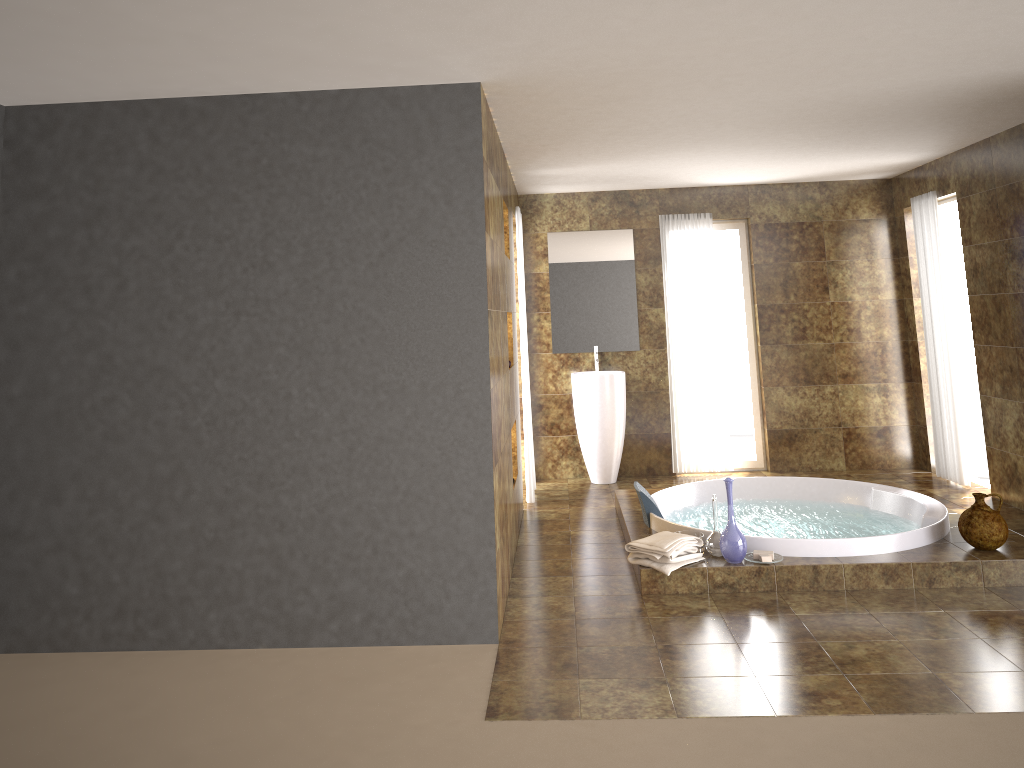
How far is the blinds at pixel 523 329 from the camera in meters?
6.7 m

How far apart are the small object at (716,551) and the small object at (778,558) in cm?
17

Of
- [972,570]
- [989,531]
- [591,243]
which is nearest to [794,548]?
[972,570]

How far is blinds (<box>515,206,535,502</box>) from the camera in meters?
6.7 m

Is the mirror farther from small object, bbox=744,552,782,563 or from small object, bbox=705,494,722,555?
small object, bbox=744,552,782,563

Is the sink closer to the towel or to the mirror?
the mirror

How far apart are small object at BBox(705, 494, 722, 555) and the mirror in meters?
3.1

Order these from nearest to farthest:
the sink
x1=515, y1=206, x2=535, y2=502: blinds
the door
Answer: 1. x1=515, y1=206, x2=535, y2=502: blinds
2. the door
3. the sink

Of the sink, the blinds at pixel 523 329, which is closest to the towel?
the blinds at pixel 523 329

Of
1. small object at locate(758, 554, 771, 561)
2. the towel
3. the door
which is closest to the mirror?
the door
